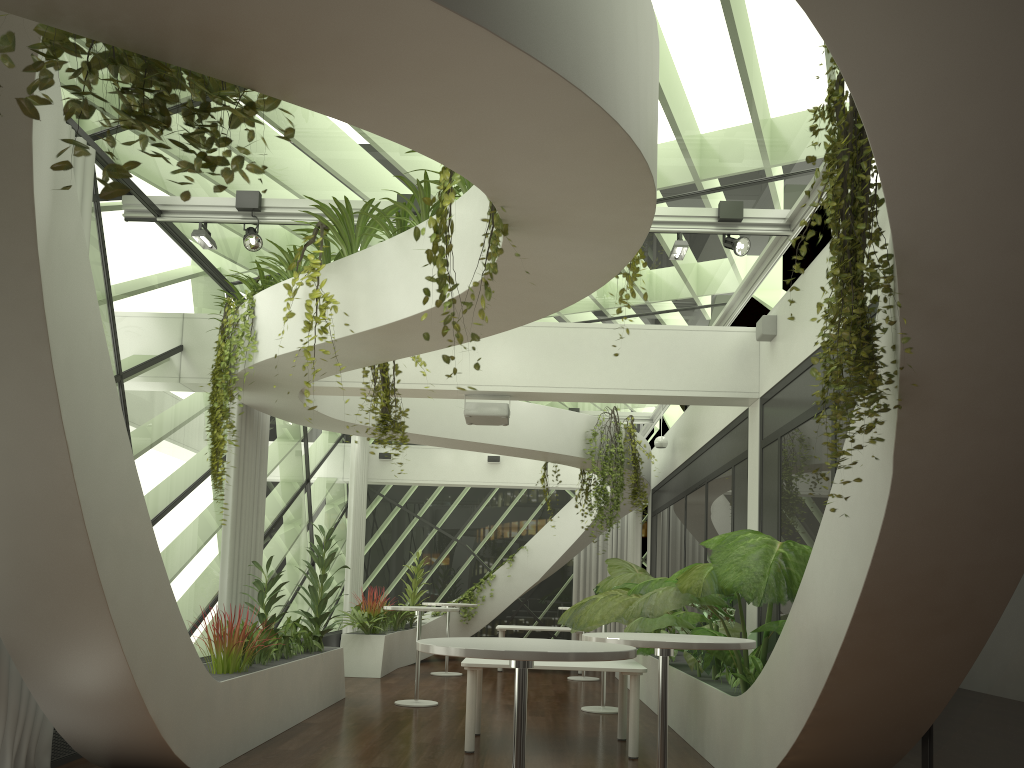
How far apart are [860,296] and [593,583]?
14.7 meters

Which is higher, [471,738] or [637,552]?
[637,552]

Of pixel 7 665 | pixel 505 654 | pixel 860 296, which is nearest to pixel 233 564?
pixel 7 665

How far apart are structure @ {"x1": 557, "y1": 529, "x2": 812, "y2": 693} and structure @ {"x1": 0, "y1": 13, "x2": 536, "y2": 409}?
2.11m

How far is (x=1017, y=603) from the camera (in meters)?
3.84

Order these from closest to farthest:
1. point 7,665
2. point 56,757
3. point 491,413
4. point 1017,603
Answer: point 1017,603
point 7,665
point 56,757
point 491,413

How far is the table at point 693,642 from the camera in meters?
3.9 m

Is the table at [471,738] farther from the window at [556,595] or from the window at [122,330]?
the window at [556,595]

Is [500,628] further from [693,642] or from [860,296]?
[860,296]

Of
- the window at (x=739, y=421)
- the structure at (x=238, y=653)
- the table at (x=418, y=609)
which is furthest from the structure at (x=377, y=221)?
the window at (x=739, y=421)
